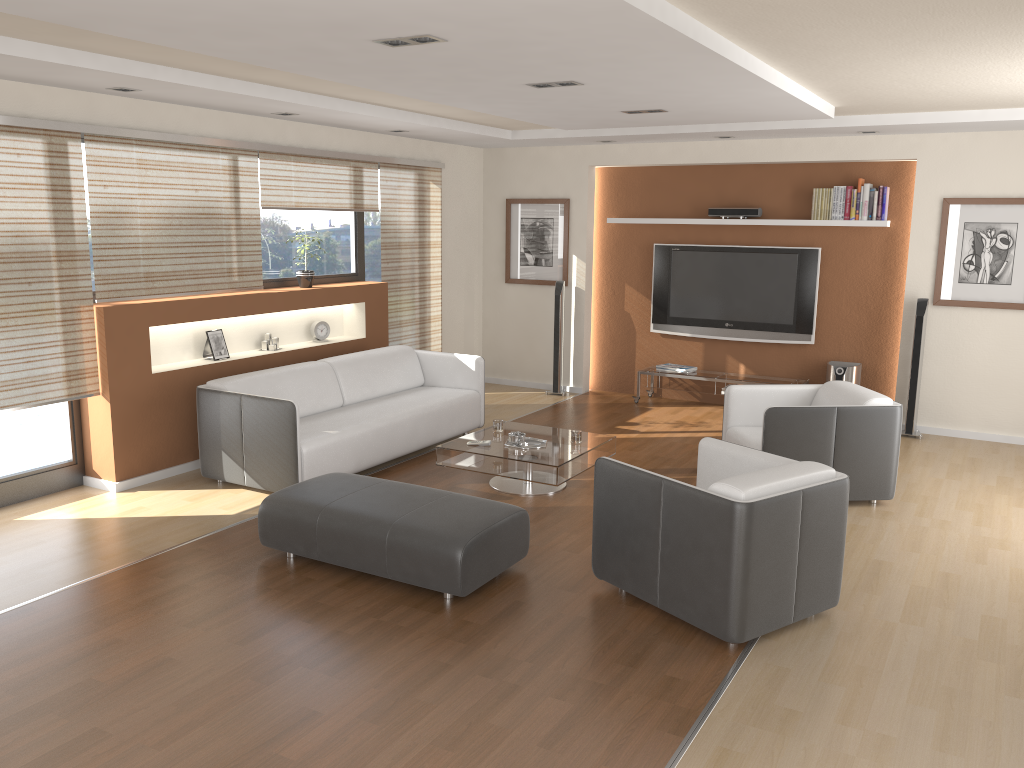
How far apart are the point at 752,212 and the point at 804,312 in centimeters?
104cm

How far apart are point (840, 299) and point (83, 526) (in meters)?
6.42

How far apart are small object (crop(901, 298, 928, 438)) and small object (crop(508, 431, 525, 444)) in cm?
365

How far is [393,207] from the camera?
8.1 meters

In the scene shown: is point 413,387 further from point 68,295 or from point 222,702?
point 222,702

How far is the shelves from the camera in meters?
8.2 m

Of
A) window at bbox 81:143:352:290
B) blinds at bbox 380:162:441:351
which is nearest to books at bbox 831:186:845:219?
blinds at bbox 380:162:441:351

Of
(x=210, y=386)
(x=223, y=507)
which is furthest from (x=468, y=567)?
(x=210, y=386)

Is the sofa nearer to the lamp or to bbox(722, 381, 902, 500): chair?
bbox(722, 381, 902, 500): chair

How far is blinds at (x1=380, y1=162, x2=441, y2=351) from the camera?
8.1m
